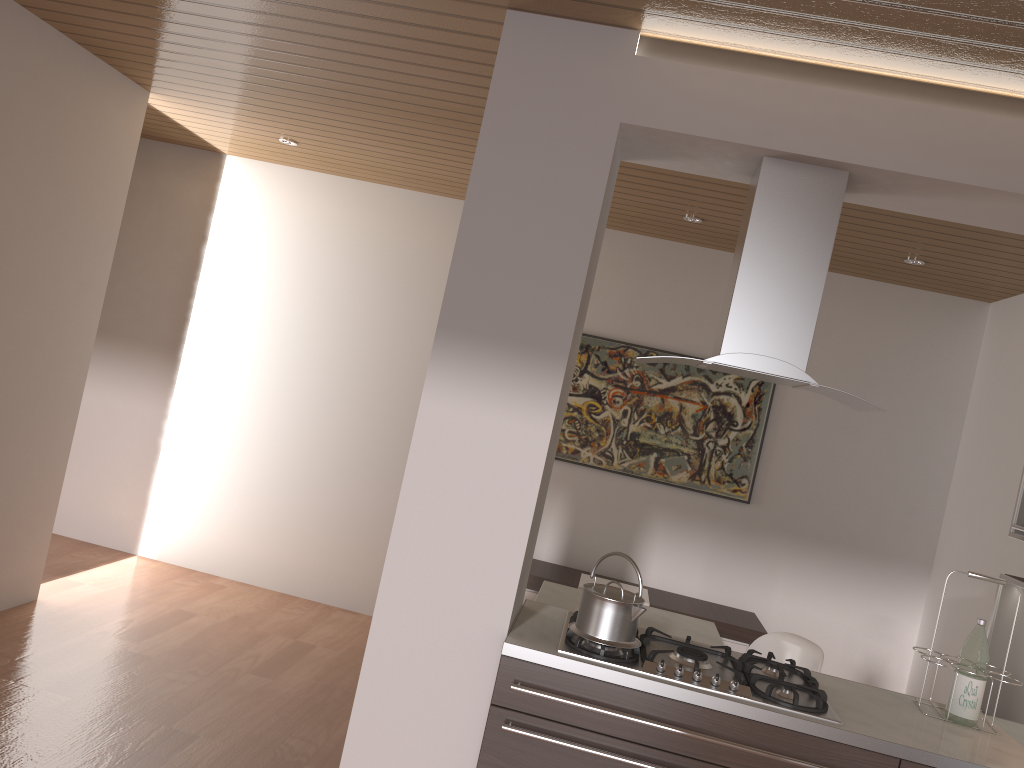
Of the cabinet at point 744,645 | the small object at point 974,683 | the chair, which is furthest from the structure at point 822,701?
the cabinet at point 744,645

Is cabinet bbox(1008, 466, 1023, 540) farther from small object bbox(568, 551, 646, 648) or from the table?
small object bbox(568, 551, 646, 648)

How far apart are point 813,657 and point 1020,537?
1.0 meters

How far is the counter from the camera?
2.4 meters

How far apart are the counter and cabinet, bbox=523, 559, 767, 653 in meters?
2.0 m

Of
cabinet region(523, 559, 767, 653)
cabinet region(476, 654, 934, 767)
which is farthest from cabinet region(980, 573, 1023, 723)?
cabinet region(523, 559, 767, 653)

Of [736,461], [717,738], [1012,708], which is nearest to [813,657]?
[1012,708]

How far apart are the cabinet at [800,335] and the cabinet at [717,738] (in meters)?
0.93

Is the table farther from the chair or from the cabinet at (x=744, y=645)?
the cabinet at (x=744, y=645)

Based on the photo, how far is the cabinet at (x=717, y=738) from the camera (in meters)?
2.39
